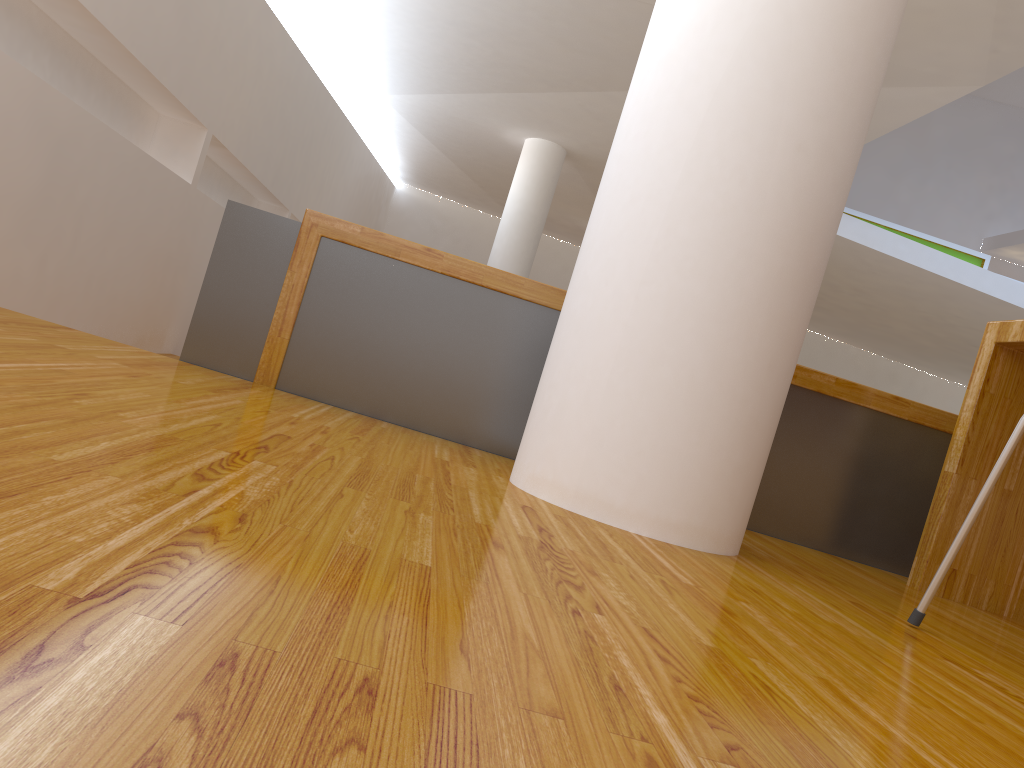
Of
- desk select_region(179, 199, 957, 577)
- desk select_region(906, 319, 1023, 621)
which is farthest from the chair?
desk select_region(179, 199, 957, 577)

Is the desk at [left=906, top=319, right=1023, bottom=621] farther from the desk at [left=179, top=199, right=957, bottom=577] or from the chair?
the chair

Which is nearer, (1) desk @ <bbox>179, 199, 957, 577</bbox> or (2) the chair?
(2) the chair

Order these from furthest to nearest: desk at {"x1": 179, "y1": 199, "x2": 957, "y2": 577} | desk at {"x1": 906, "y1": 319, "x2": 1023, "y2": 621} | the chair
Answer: desk at {"x1": 179, "y1": 199, "x2": 957, "y2": 577}, desk at {"x1": 906, "y1": 319, "x2": 1023, "y2": 621}, the chair

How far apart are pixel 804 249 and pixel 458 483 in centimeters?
68cm

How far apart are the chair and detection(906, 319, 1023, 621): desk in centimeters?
66cm

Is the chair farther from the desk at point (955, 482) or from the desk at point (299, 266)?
the desk at point (299, 266)

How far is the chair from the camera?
1.2m

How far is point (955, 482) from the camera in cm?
189

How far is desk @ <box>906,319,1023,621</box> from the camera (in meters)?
1.89
